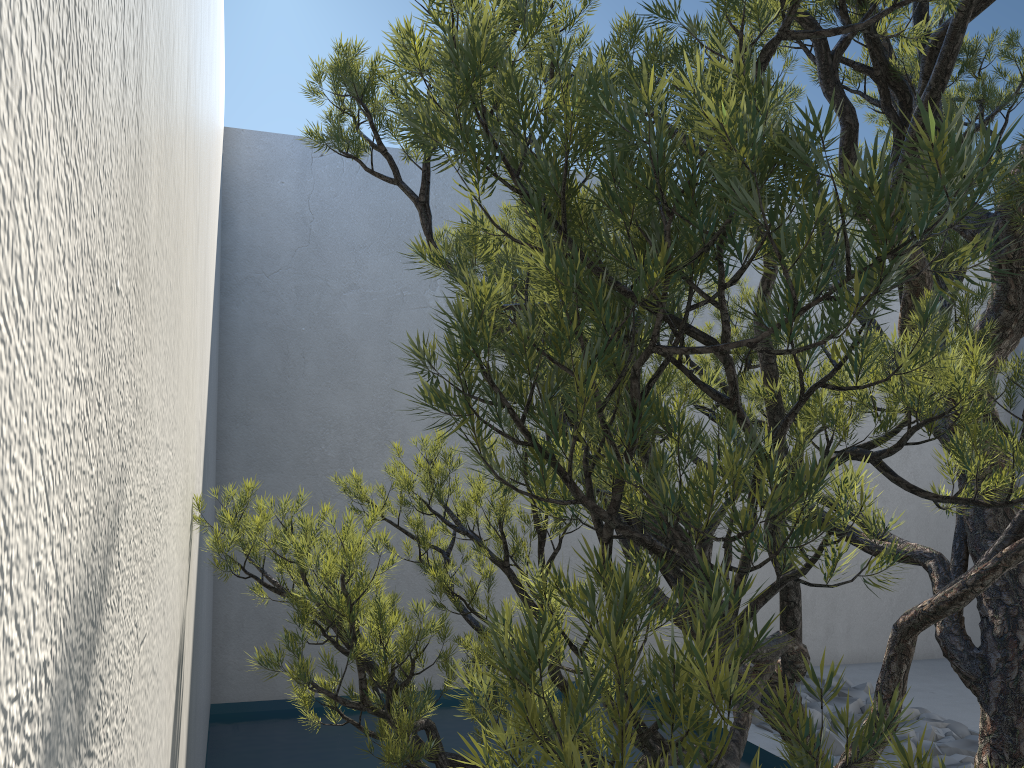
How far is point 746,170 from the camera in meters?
0.5 m

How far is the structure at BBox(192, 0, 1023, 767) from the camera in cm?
48

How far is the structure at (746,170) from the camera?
0.5 meters
